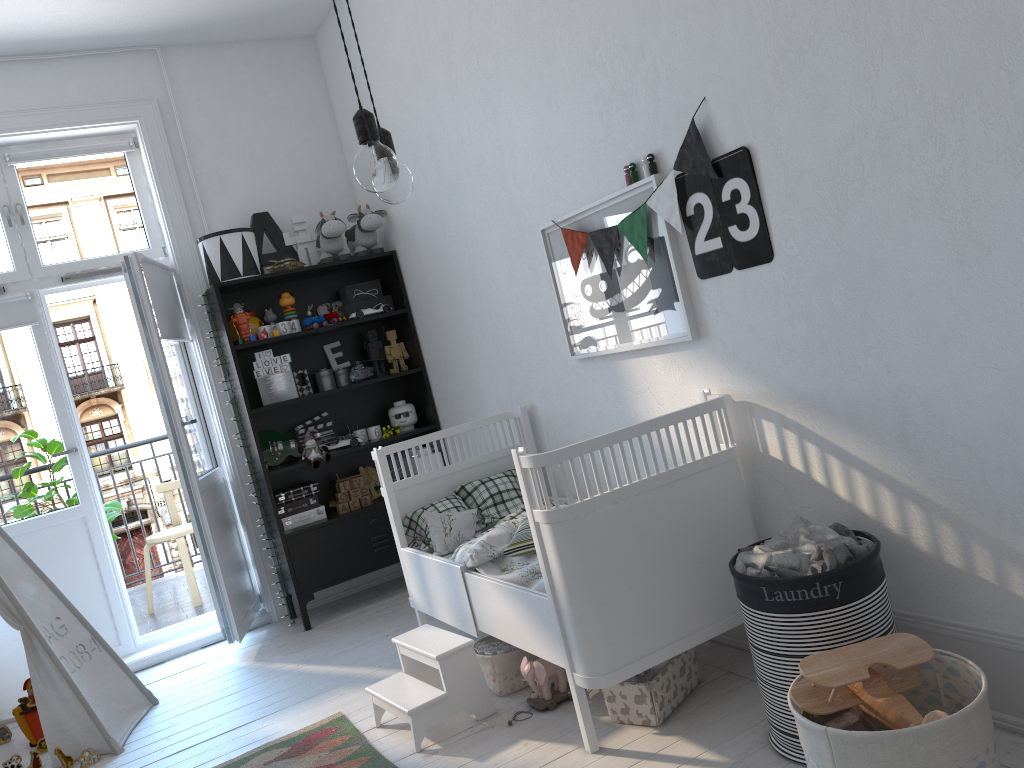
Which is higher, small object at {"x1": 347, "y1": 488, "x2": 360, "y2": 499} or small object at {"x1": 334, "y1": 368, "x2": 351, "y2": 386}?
small object at {"x1": 334, "y1": 368, "x2": 351, "y2": 386}

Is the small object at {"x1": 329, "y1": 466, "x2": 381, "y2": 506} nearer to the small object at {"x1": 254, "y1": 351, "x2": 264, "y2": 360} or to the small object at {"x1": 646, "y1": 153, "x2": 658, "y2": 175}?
the small object at {"x1": 254, "y1": 351, "x2": 264, "y2": 360}

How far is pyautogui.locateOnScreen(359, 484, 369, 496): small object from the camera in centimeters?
443cm

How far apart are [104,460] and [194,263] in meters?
22.7 m

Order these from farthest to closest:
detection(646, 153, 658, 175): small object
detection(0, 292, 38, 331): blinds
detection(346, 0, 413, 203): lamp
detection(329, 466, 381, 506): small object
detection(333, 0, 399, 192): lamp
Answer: detection(329, 466, 381, 506): small object → detection(0, 292, 38, 331): blinds → detection(646, 153, 658, 175): small object → detection(346, 0, 413, 203): lamp → detection(333, 0, 399, 192): lamp

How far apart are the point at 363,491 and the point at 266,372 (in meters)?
0.76

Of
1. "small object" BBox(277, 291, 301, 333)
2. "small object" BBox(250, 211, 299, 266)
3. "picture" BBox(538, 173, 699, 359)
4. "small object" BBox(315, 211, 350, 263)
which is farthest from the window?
"picture" BBox(538, 173, 699, 359)

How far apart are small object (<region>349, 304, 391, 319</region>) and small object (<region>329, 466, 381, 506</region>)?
0.79m

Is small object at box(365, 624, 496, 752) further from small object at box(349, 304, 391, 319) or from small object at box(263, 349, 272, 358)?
small object at box(349, 304, 391, 319)

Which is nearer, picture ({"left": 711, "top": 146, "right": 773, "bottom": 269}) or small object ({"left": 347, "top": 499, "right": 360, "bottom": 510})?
picture ({"left": 711, "top": 146, "right": 773, "bottom": 269})
